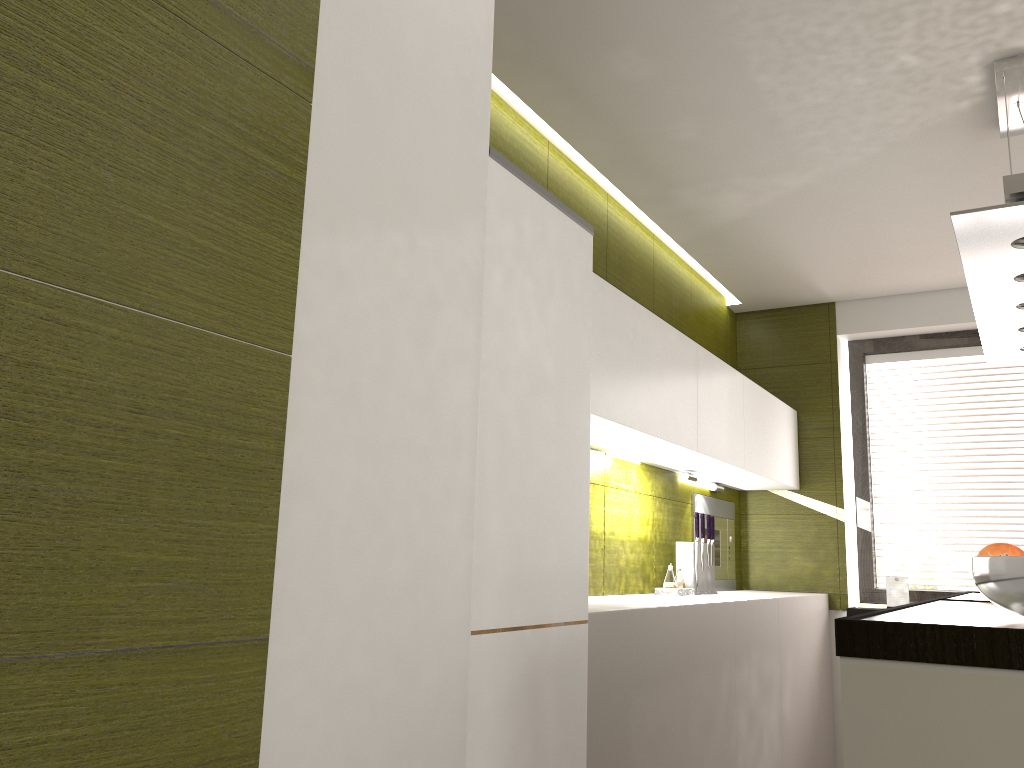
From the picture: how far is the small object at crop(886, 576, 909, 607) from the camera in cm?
449

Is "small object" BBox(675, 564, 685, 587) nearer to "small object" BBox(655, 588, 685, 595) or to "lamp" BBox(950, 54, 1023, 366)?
"small object" BBox(655, 588, 685, 595)

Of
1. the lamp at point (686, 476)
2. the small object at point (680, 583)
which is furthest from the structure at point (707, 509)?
the small object at point (680, 583)

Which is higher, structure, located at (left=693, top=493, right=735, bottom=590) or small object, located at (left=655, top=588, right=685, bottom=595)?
structure, located at (left=693, top=493, right=735, bottom=590)

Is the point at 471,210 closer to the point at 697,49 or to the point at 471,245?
the point at 471,245

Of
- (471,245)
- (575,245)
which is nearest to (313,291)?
(471,245)

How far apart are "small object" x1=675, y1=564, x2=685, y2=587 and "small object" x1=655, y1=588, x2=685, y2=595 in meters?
0.1 m

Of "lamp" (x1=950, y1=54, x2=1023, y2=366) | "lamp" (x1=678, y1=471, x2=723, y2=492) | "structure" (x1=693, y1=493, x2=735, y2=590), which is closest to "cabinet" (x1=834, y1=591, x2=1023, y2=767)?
"lamp" (x1=950, y1=54, x2=1023, y2=366)

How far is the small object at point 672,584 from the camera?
3.60m

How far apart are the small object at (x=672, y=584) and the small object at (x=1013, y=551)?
1.1 meters
